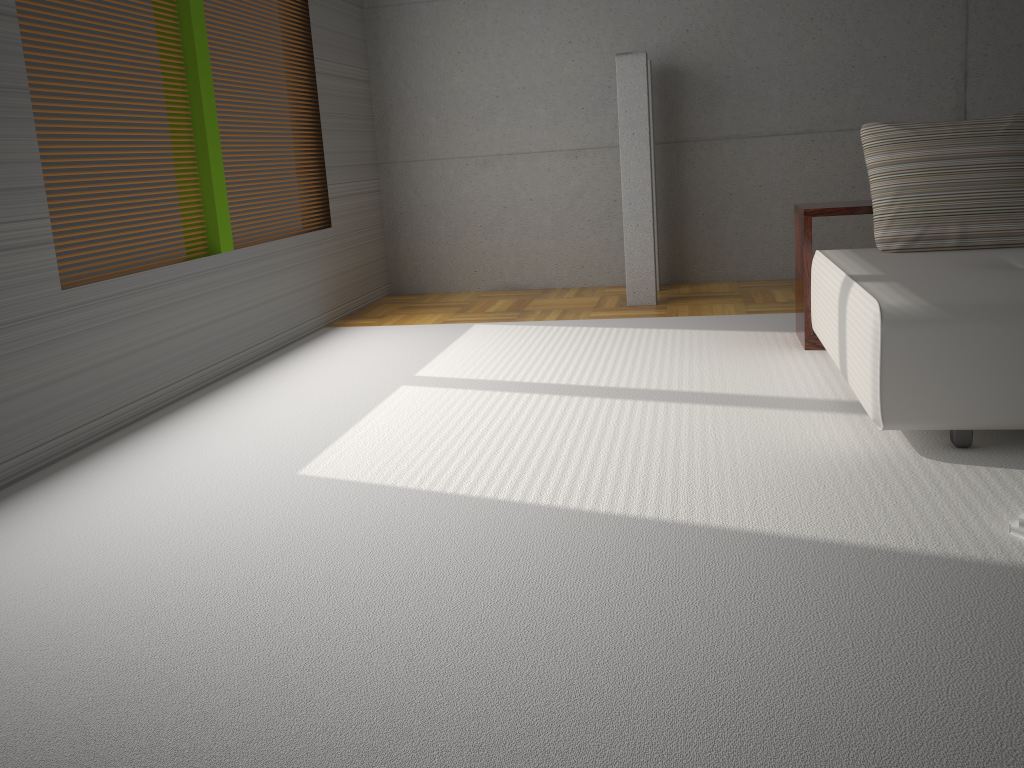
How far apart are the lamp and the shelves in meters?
1.4 m

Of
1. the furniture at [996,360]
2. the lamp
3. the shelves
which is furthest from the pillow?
the lamp

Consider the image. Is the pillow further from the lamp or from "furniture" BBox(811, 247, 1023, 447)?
the lamp

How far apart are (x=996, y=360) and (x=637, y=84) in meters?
3.5

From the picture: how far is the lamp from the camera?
5.7m

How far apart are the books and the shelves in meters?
2.2

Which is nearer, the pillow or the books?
the books

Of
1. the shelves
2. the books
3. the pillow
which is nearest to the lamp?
the shelves

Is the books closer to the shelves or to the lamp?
the shelves

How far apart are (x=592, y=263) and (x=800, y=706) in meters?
5.5
